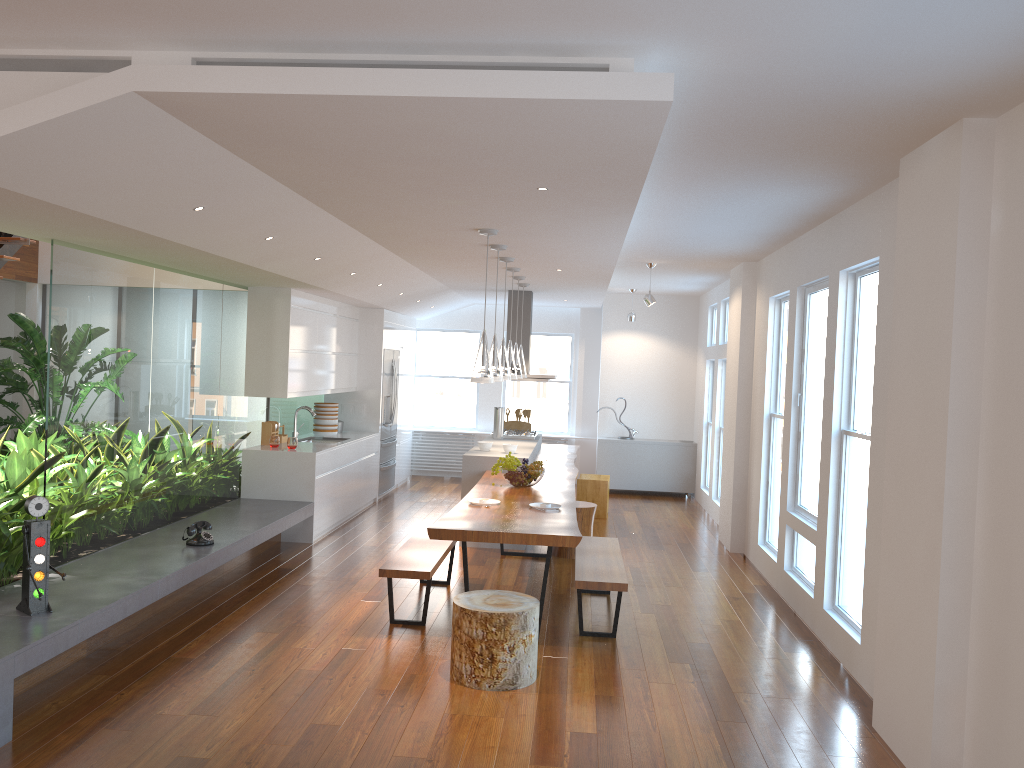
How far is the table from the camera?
5.06m

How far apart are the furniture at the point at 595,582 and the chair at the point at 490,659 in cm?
58

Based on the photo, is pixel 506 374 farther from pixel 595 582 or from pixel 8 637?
pixel 8 637

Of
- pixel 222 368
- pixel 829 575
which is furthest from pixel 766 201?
pixel 222 368

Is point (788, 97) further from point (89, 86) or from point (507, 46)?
point (89, 86)

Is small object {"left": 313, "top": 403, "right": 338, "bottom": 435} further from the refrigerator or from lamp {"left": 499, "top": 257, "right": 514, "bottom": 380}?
lamp {"left": 499, "top": 257, "right": 514, "bottom": 380}

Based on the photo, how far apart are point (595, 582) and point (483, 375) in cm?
147

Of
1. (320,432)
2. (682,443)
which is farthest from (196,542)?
(682,443)

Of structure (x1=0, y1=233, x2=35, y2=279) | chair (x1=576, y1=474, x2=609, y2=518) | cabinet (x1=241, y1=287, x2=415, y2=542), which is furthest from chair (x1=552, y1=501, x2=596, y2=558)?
structure (x1=0, y1=233, x2=35, y2=279)

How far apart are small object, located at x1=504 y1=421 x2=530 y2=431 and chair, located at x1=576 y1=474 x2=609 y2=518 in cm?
101
